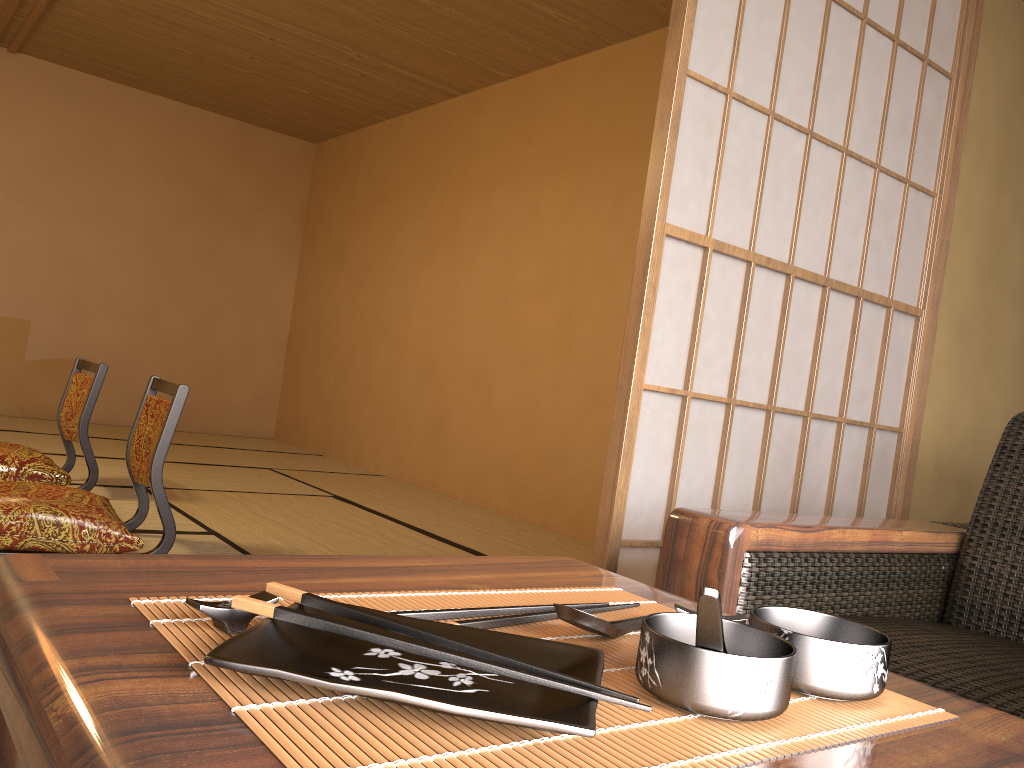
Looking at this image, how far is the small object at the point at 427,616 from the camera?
0.6m

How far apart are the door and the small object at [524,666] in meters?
1.2

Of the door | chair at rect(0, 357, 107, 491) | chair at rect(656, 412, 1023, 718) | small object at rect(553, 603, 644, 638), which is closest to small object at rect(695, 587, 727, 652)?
small object at rect(553, 603, 644, 638)

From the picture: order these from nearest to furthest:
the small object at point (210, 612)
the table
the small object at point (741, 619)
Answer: the table
the small object at point (210, 612)
the small object at point (741, 619)

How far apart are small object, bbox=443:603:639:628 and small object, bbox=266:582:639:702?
0.09m

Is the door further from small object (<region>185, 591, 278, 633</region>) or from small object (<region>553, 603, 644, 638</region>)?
small object (<region>185, 591, 278, 633</region>)

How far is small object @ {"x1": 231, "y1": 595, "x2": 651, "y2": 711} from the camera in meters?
0.4 m

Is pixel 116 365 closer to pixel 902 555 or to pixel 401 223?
pixel 401 223

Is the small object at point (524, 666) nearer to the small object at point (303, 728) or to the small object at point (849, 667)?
the small object at point (303, 728)

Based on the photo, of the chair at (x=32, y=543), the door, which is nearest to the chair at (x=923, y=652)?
the door
